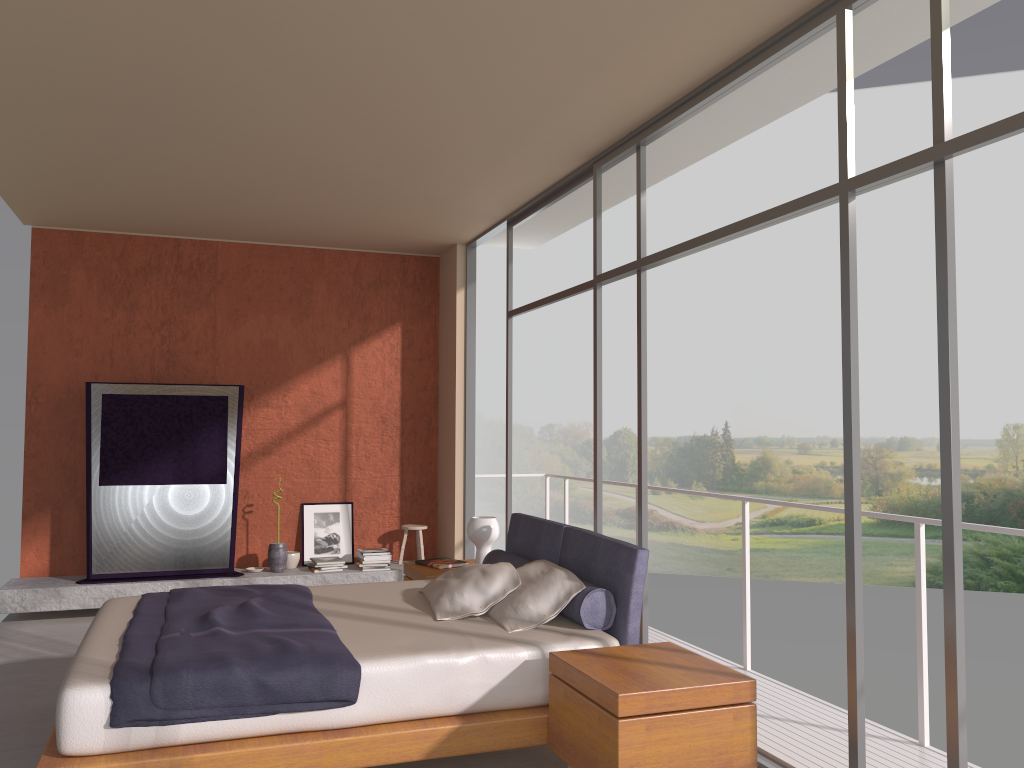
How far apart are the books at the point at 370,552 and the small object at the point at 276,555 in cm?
66

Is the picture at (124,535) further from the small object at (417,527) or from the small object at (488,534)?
the small object at (488,534)

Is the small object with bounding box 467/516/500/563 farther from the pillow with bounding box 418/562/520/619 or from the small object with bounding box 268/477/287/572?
the small object with bounding box 268/477/287/572

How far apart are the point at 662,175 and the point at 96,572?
5.2m

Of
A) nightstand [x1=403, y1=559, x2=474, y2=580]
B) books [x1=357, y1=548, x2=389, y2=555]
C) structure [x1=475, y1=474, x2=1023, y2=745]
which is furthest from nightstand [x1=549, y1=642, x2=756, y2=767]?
books [x1=357, y1=548, x2=389, y2=555]

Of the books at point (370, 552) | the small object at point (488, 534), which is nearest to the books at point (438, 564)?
the small object at point (488, 534)

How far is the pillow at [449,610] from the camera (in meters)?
4.30

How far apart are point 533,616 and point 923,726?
1.8m

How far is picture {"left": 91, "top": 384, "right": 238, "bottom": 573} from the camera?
7.0 meters

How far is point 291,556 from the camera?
7.7 meters
